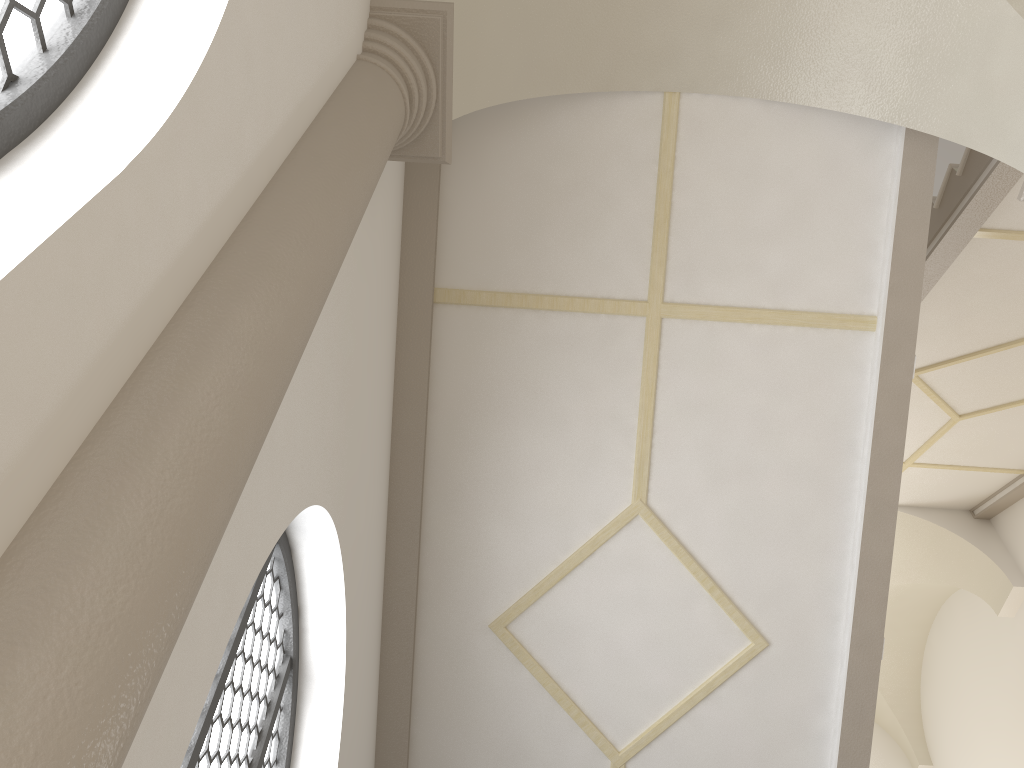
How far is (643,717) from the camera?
5.5m
